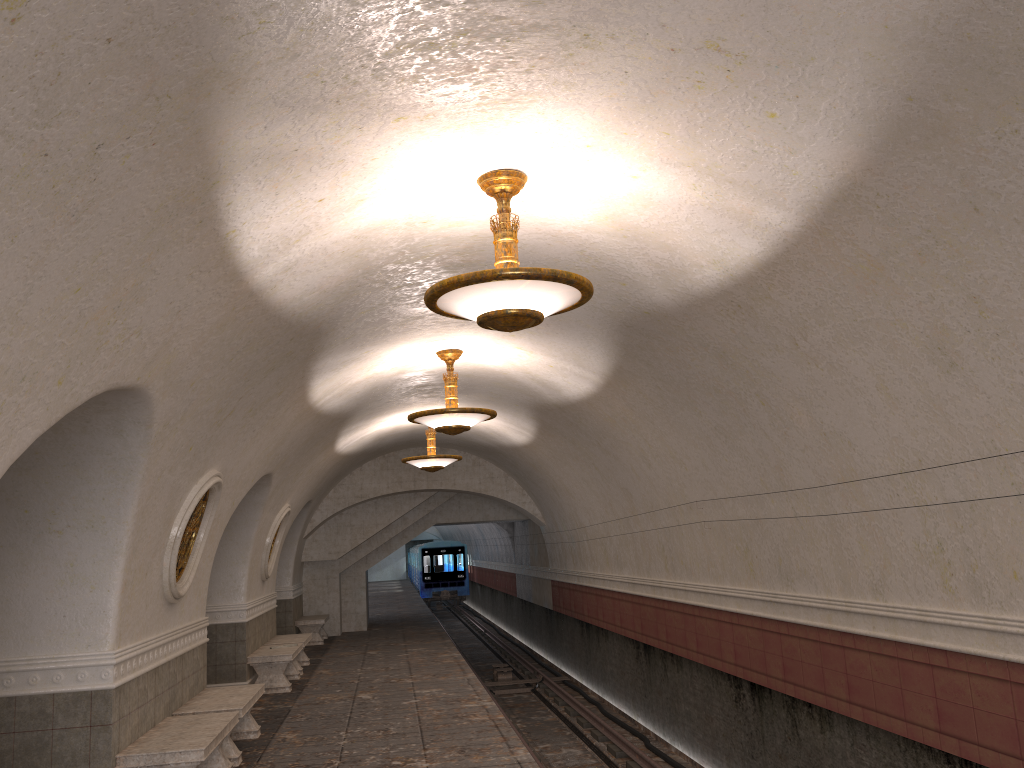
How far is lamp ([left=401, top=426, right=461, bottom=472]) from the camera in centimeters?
1426cm

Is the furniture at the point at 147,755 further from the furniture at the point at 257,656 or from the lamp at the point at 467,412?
the furniture at the point at 257,656

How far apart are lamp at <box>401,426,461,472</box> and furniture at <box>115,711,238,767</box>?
6.84m

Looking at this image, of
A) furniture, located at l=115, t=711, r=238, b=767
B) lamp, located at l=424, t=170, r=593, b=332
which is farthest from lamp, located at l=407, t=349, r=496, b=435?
lamp, located at l=424, t=170, r=593, b=332

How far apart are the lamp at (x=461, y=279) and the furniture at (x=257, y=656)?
8.24m

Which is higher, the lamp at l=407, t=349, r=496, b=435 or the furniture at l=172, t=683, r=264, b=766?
the lamp at l=407, t=349, r=496, b=435

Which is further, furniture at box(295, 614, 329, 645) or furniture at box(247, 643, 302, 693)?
furniture at box(295, 614, 329, 645)

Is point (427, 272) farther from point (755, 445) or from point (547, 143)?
point (755, 445)

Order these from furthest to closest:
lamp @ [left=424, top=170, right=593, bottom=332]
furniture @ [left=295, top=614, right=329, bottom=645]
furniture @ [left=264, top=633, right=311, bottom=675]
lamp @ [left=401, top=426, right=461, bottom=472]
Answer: furniture @ [left=295, top=614, right=329, bottom=645], lamp @ [left=401, top=426, right=461, bottom=472], furniture @ [left=264, top=633, right=311, bottom=675], lamp @ [left=424, top=170, right=593, bottom=332]

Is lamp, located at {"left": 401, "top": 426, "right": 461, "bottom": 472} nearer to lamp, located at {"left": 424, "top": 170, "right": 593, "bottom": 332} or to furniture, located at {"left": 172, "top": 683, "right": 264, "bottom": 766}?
furniture, located at {"left": 172, "top": 683, "right": 264, "bottom": 766}
